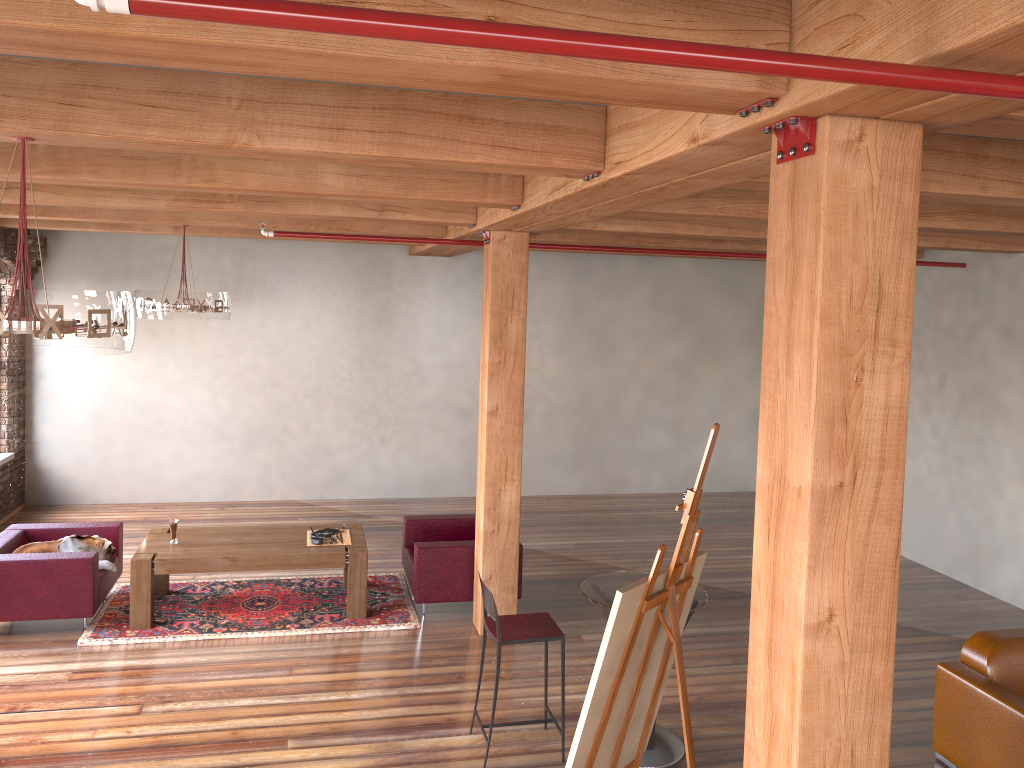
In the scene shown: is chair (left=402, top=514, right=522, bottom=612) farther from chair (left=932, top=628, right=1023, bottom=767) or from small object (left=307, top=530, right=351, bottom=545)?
chair (left=932, top=628, right=1023, bottom=767)

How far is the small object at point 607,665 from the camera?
3.2 meters

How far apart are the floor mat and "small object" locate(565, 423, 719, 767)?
3.41m

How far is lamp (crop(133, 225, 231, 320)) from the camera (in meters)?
7.28

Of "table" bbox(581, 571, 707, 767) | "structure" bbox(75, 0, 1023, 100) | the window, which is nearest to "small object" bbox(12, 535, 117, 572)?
the window

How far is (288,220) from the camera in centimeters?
764cm

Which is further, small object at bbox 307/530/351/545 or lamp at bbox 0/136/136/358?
small object at bbox 307/530/351/545

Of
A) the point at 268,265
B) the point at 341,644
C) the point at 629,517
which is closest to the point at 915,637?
the point at 629,517

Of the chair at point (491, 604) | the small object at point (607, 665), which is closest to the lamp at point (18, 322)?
the small object at point (607, 665)

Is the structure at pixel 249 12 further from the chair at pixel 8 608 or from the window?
the window
